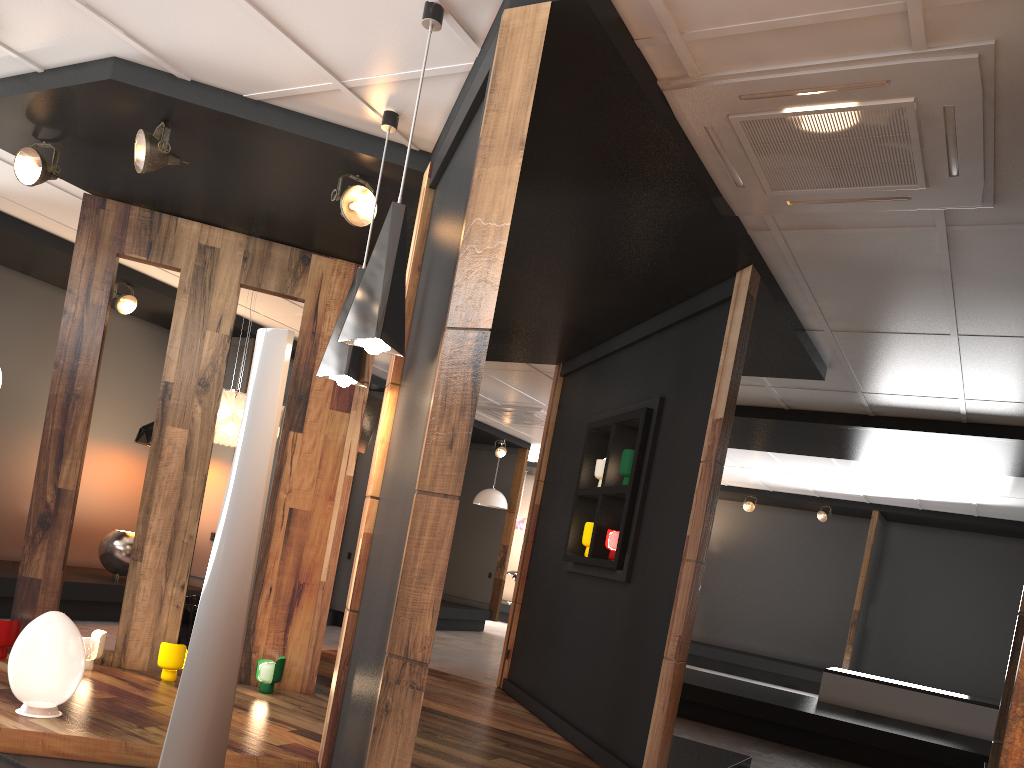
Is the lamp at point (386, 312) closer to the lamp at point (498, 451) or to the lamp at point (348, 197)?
the lamp at point (348, 197)

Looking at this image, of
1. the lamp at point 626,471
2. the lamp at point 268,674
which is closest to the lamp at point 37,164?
the lamp at point 268,674

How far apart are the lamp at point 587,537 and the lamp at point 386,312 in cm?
307

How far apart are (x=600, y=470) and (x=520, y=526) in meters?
10.6

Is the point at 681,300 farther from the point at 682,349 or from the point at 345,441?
the point at 345,441

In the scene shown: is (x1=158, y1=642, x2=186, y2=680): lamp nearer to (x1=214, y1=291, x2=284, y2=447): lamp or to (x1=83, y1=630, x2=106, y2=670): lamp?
(x1=83, y1=630, x2=106, y2=670): lamp

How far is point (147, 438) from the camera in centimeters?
819cm

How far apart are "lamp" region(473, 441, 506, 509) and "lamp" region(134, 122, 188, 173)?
9.0m

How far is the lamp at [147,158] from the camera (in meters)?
4.16

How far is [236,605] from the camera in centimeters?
325cm
